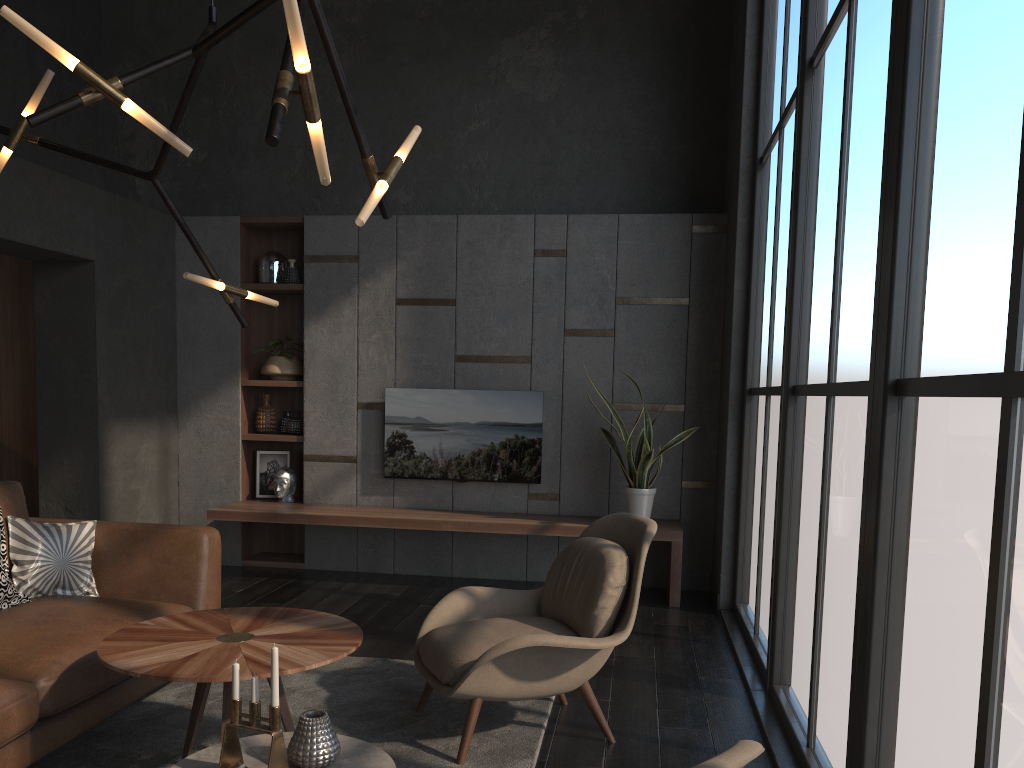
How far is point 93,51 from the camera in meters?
5.7 m

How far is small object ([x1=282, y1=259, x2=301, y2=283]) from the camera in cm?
633

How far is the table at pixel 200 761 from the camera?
2.16m

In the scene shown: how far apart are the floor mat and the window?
0.8 meters

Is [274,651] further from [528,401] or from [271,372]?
[271,372]

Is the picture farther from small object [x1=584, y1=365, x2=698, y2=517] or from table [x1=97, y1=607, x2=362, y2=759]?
table [x1=97, y1=607, x2=362, y2=759]

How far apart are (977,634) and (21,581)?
3.3 meters

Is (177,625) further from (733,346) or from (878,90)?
(733,346)

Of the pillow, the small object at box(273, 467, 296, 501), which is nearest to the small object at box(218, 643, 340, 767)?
the pillow

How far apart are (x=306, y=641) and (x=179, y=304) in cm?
426
